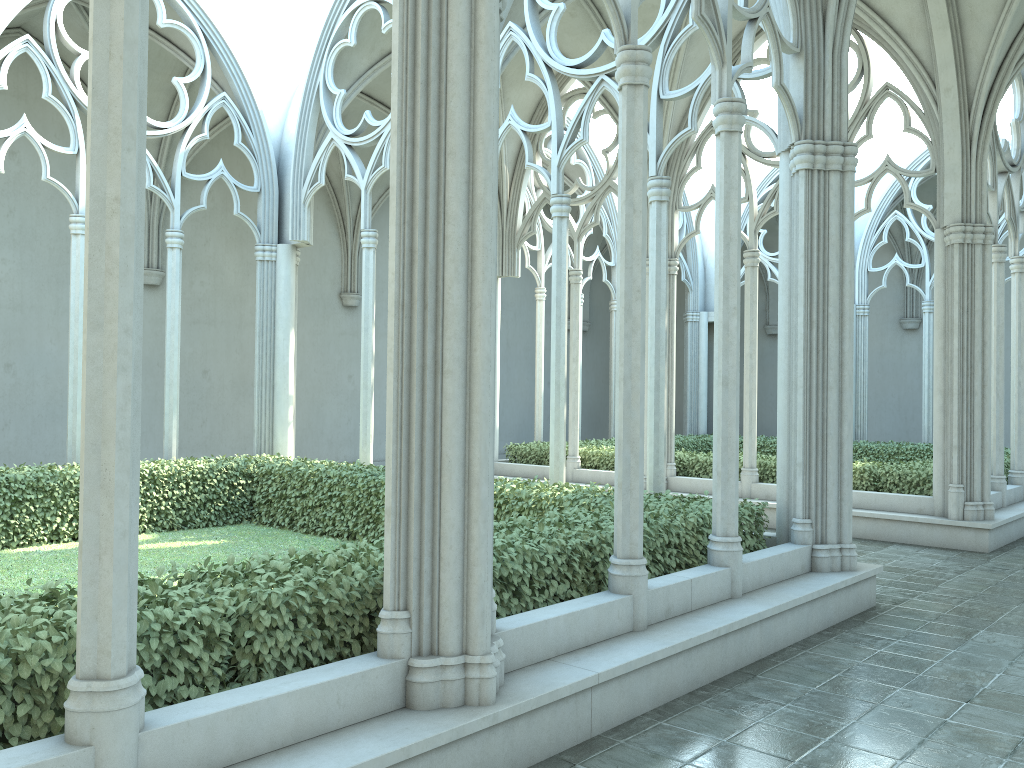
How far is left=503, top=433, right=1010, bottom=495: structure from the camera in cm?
1217

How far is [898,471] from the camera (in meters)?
12.17

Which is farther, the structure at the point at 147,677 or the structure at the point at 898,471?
the structure at the point at 898,471

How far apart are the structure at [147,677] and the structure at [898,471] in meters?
5.2

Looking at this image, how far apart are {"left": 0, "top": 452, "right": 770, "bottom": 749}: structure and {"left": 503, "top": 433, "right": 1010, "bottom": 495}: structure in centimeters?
523cm

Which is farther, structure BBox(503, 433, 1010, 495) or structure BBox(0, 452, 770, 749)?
structure BBox(503, 433, 1010, 495)

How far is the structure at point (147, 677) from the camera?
3.6 meters
